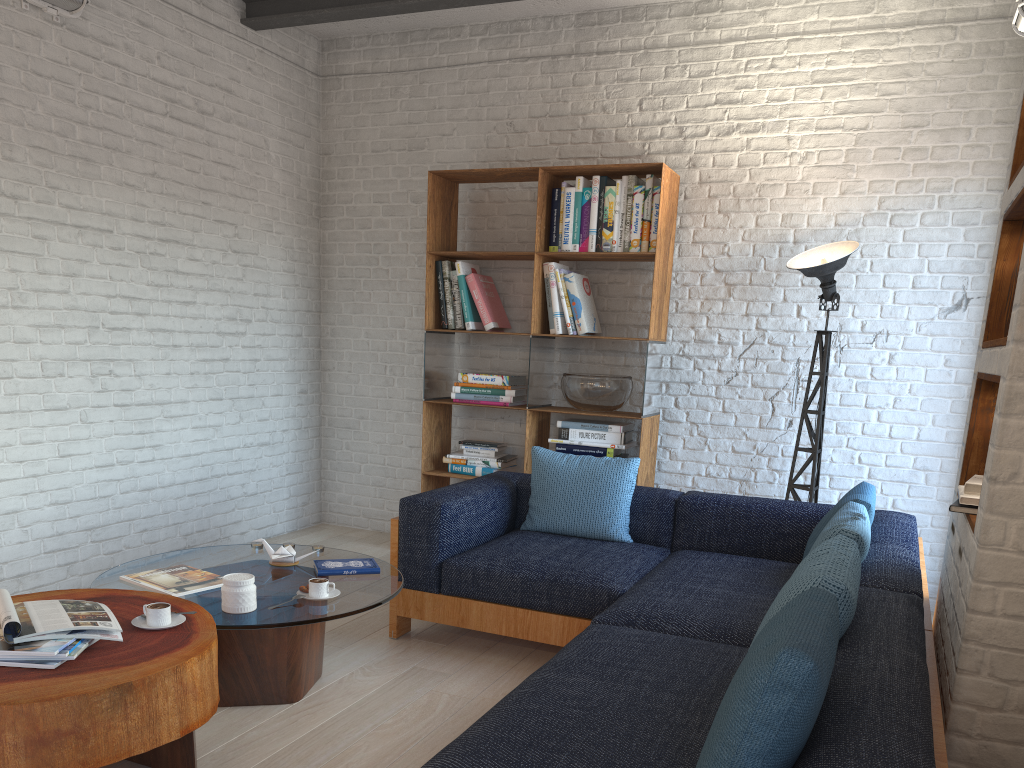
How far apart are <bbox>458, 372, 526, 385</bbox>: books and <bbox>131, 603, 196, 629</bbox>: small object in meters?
2.7

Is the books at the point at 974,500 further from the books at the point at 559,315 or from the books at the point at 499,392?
the books at the point at 499,392

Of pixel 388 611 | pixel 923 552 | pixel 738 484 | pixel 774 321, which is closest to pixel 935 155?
pixel 774 321

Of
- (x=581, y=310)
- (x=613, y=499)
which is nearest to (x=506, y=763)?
(x=613, y=499)

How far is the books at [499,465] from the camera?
5.05m

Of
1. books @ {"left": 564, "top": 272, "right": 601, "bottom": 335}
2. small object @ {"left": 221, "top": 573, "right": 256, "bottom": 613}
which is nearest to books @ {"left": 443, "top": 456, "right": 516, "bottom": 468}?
books @ {"left": 564, "top": 272, "right": 601, "bottom": 335}

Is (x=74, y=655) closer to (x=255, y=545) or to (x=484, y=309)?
(x=255, y=545)

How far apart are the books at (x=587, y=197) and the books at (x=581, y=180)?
0.0m

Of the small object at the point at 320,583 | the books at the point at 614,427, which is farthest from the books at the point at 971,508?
the books at the point at 614,427

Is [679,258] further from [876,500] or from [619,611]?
[619,611]
